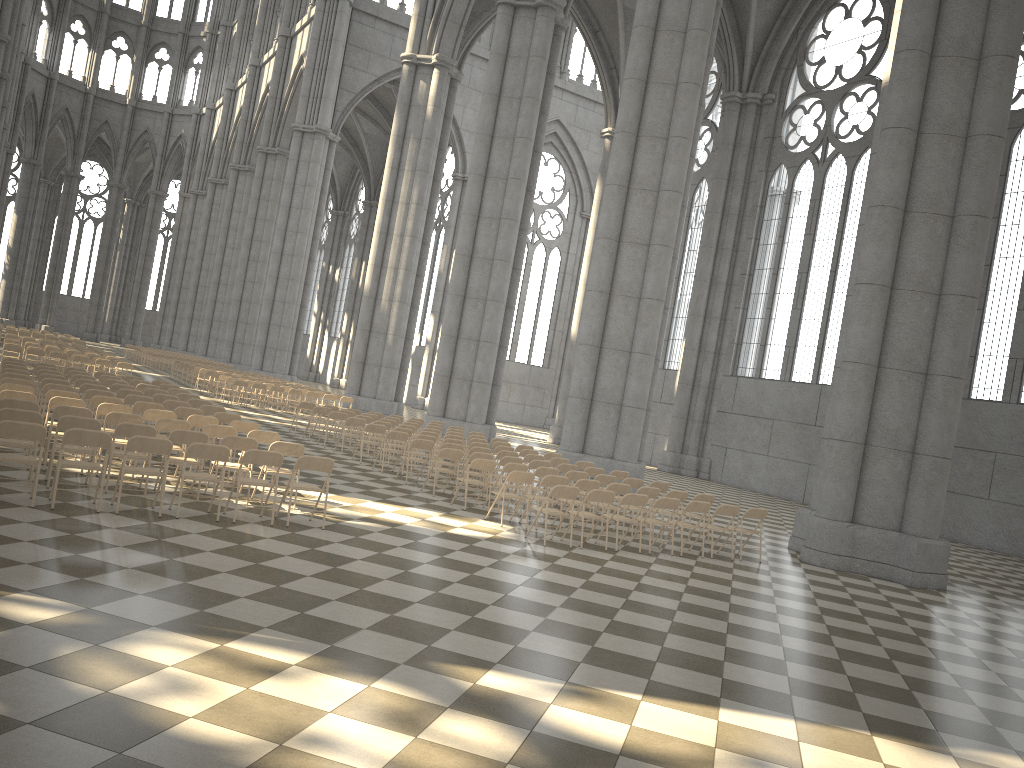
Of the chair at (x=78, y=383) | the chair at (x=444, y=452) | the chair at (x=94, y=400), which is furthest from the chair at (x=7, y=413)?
the chair at (x=78, y=383)

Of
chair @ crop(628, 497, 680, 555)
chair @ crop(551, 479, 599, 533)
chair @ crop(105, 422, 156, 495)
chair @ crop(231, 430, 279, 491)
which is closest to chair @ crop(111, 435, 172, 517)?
chair @ crop(105, 422, 156, 495)

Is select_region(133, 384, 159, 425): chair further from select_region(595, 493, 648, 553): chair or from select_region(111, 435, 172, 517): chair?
select_region(595, 493, 648, 553): chair

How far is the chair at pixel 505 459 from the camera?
15.1m

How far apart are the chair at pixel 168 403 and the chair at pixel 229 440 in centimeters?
447cm

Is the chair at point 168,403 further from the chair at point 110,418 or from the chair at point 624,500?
the chair at point 624,500

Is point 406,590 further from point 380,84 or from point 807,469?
point 380,84

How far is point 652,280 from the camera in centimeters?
2057cm

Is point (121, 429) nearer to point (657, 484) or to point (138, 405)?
point (138, 405)

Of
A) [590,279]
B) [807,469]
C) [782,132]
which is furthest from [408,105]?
[807,469]
